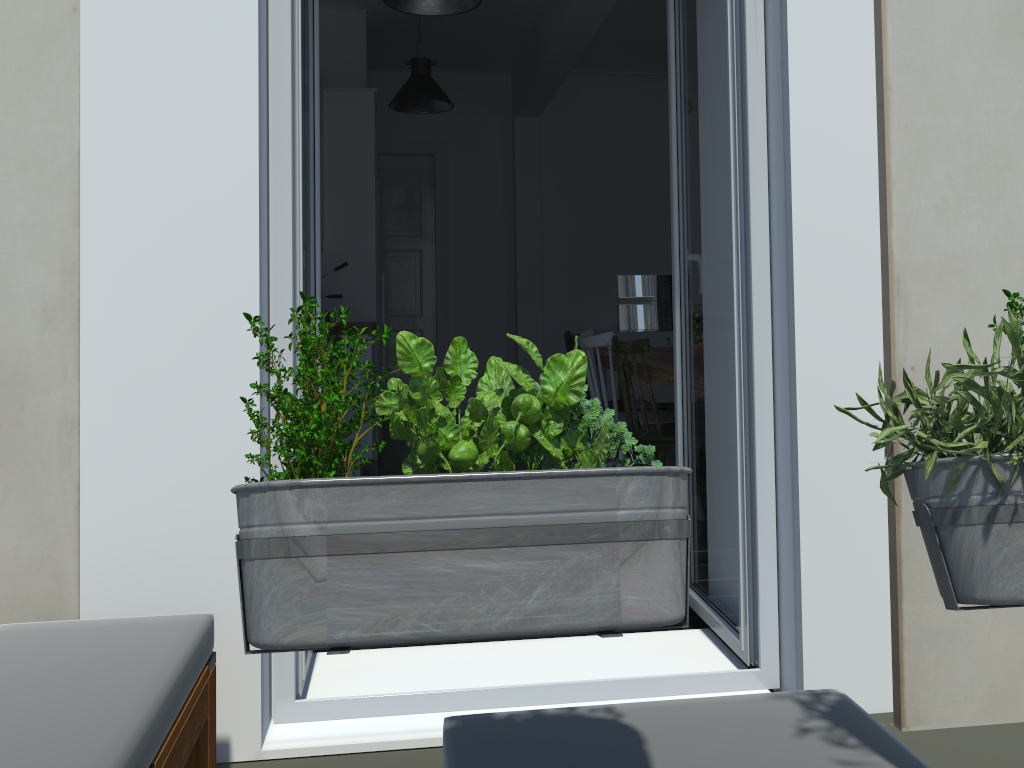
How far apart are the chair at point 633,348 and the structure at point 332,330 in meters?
1.5 m

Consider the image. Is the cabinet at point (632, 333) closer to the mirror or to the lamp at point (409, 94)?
the mirror

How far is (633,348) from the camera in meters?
3.4 m

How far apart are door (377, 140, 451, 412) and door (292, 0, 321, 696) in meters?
4.3 m

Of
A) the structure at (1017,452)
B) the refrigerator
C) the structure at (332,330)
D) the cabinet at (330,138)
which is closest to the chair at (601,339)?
the structure at (332,330)

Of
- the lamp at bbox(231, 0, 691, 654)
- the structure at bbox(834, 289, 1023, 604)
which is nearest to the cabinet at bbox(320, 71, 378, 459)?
the lamp at bbox(231, 0, 691, 654)

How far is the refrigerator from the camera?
5.76m

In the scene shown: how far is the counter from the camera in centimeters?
482cm

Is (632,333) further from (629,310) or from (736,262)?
(736,262)

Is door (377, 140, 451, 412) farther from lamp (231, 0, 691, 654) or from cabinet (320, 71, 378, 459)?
lamp (231, 0, 691, 654)
